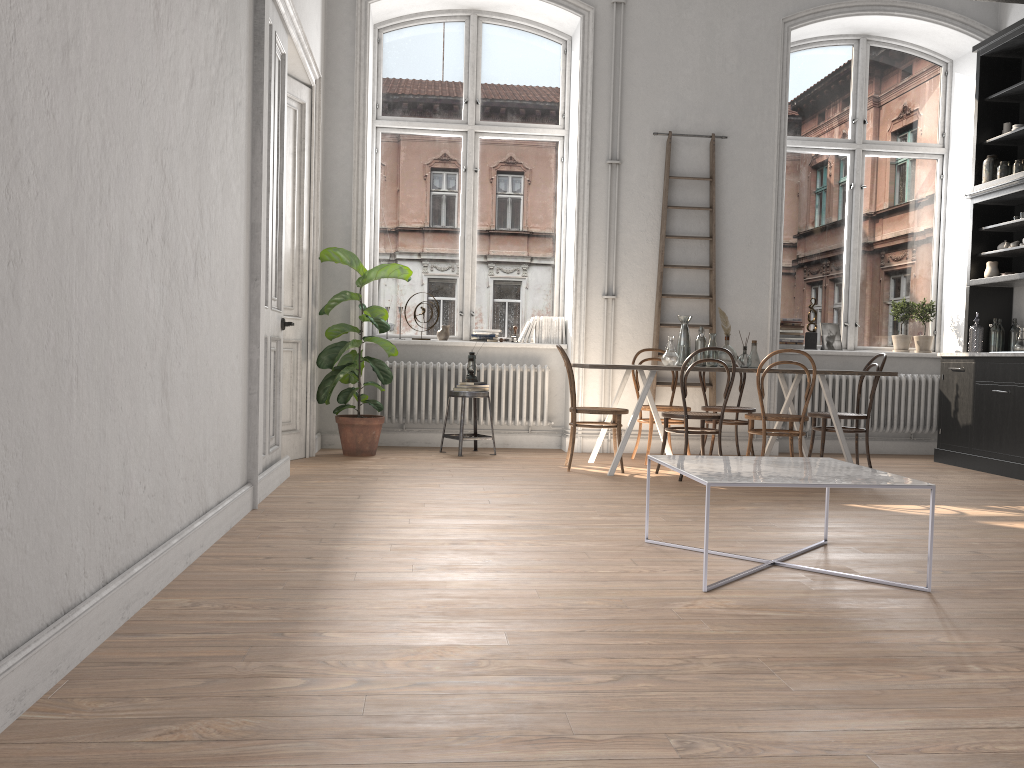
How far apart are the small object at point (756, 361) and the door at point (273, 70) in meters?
3.5 m

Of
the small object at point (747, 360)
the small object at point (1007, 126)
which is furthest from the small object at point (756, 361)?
the small object at point (1007, 126)

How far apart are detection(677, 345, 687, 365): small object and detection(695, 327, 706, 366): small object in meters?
0.1 m

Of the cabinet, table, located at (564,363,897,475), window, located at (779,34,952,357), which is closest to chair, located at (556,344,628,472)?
table, located at (564,363,897,475)

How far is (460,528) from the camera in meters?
4.2 m

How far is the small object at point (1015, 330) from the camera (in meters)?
7.46

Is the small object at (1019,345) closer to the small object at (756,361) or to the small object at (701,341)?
the small object at (756,361)

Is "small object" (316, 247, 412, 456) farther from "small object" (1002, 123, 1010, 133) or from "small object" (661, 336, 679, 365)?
"small object" (1002, 123, 1010, 133)

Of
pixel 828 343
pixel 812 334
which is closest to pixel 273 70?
pixel 812 334

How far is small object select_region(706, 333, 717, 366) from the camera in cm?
674
